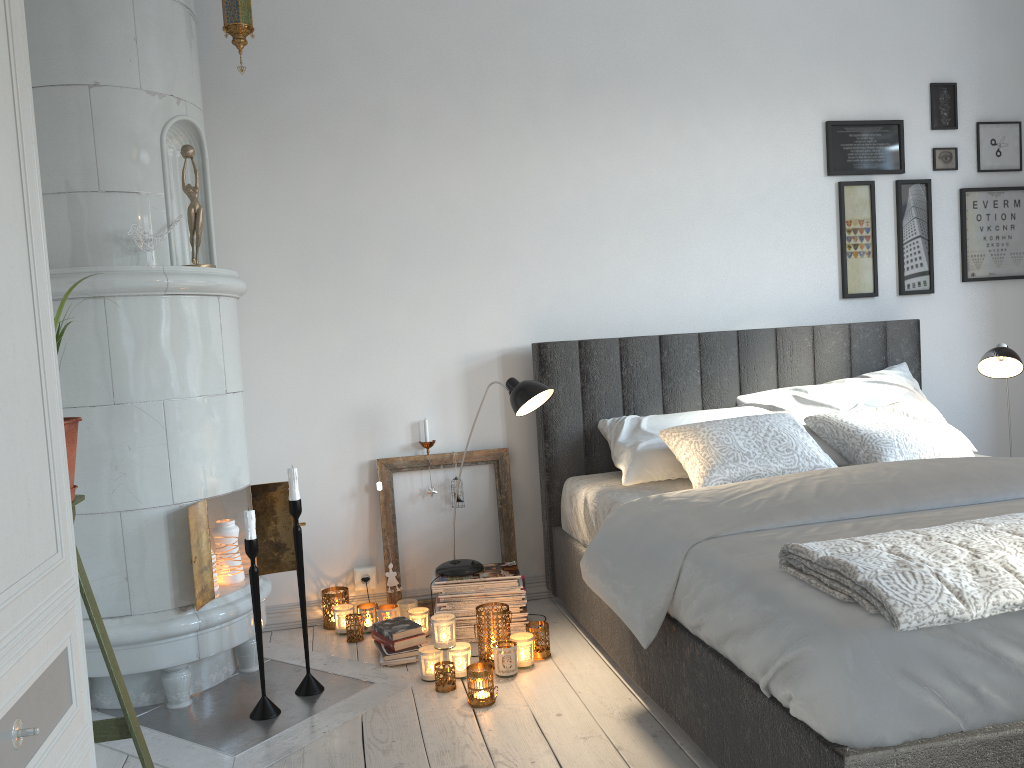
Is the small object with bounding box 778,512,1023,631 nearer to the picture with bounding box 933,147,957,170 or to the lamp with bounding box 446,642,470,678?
the lamp with bounding box 446,642,470,678

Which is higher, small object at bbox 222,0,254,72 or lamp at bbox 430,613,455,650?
small object at bbox 222,0,254,72

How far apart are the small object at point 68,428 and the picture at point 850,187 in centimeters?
314cm

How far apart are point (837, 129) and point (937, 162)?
0.5 meters

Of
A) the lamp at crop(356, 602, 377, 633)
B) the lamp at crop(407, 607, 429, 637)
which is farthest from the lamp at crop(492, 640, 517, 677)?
the lamp at crop(356, 602, 377, 633)

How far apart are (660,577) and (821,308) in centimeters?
206cm

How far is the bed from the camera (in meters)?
1.54

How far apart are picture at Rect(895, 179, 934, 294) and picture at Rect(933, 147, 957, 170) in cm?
9

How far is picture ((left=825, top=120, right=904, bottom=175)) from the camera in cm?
384

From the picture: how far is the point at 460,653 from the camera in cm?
279
